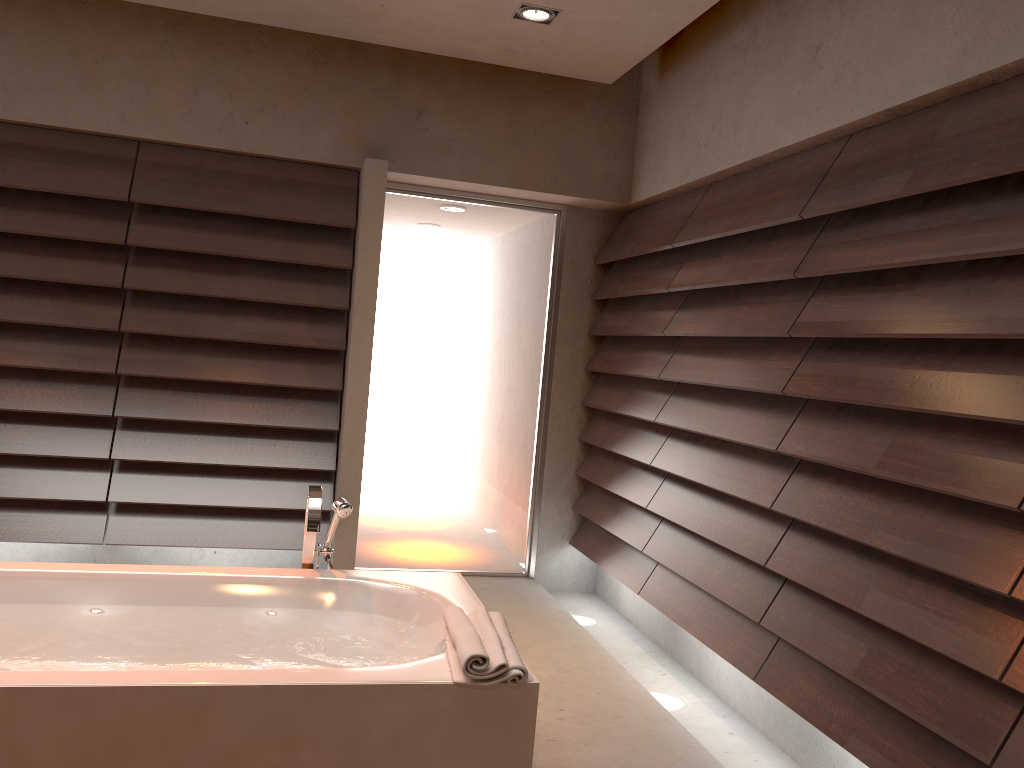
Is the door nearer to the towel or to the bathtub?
the bathtub

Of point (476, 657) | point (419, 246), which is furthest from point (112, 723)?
point (419, 246)

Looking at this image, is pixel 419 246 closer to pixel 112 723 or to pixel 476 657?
pixel 476 657

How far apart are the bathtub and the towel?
0.0m

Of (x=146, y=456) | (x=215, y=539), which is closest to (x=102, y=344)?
(x=146, y=456)

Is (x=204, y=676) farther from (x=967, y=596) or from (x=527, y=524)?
(x=527, y=524)

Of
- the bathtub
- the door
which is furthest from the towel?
the door

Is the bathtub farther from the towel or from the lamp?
the lamp

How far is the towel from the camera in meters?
1.8

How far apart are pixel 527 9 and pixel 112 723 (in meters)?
2.78
